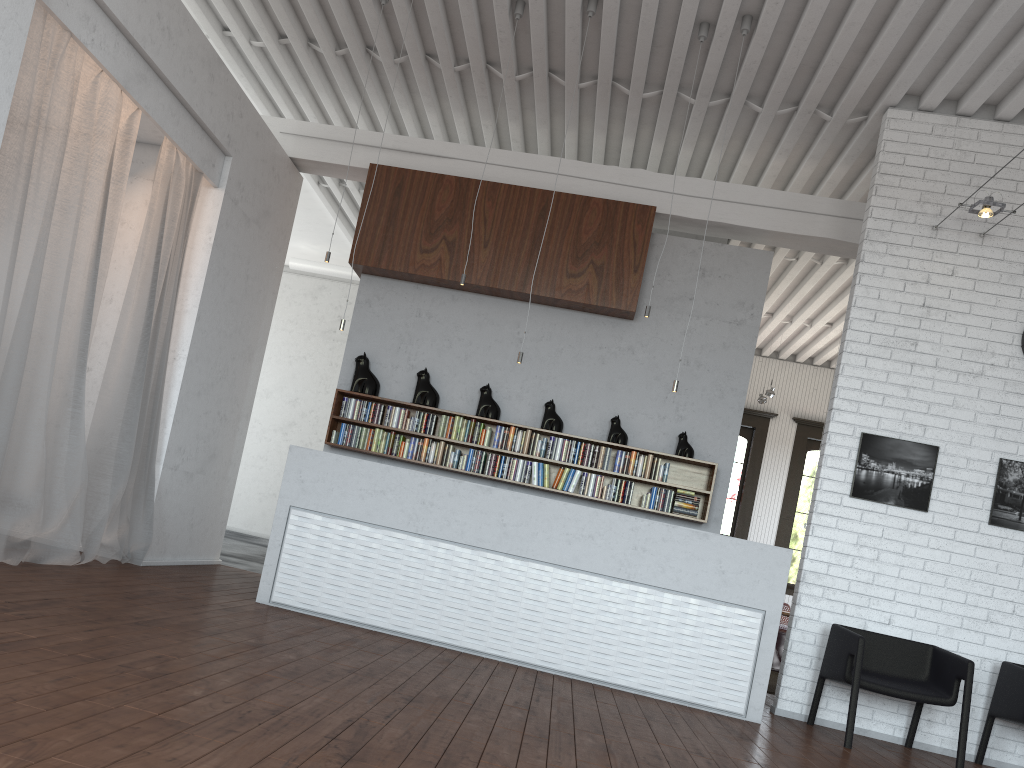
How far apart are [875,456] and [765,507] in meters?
7.7
